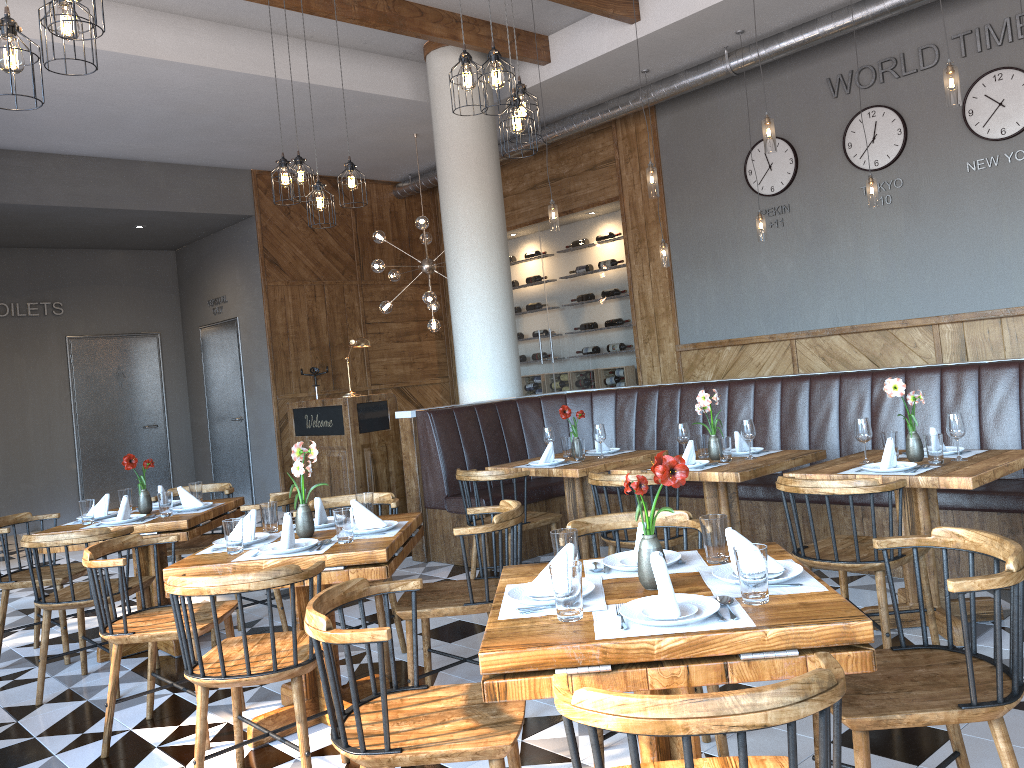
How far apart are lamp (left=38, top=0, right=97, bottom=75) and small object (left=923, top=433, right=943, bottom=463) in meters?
3.9 m

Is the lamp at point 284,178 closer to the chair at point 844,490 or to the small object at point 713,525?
the chair at point 844,490

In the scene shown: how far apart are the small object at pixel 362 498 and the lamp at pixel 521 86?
2.2 meters

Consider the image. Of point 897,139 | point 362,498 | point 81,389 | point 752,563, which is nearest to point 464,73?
point 362,498

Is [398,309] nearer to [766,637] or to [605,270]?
[605,270]

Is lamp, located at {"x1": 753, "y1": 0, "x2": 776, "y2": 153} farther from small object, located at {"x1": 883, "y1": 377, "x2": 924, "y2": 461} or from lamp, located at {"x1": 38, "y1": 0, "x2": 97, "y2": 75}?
lamp, located at {"x1": 38, "y1": 0, "x2": 97, "y2": 75}

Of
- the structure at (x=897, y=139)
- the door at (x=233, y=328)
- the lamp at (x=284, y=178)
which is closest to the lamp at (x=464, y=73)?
the lamp at (x=284, y=178)

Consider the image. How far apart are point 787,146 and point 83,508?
6.6 meters

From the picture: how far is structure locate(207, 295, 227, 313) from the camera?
11.3 meters

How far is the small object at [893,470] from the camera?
3.87m
